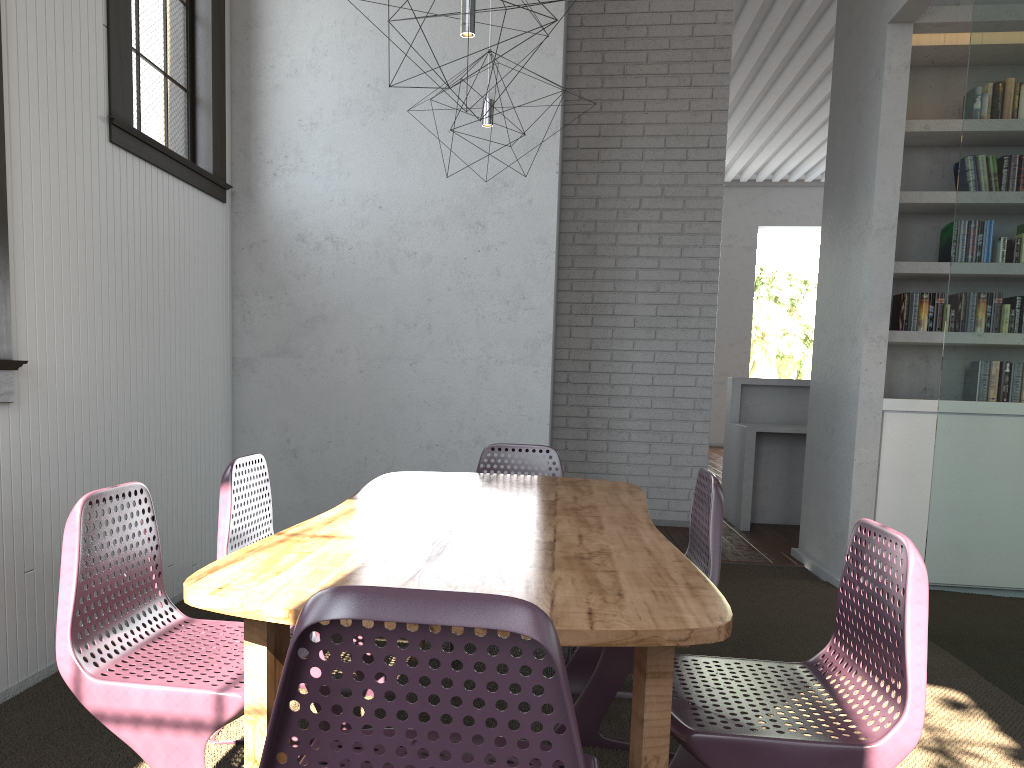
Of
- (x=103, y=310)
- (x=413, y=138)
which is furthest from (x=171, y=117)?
(x=103, y=310)
